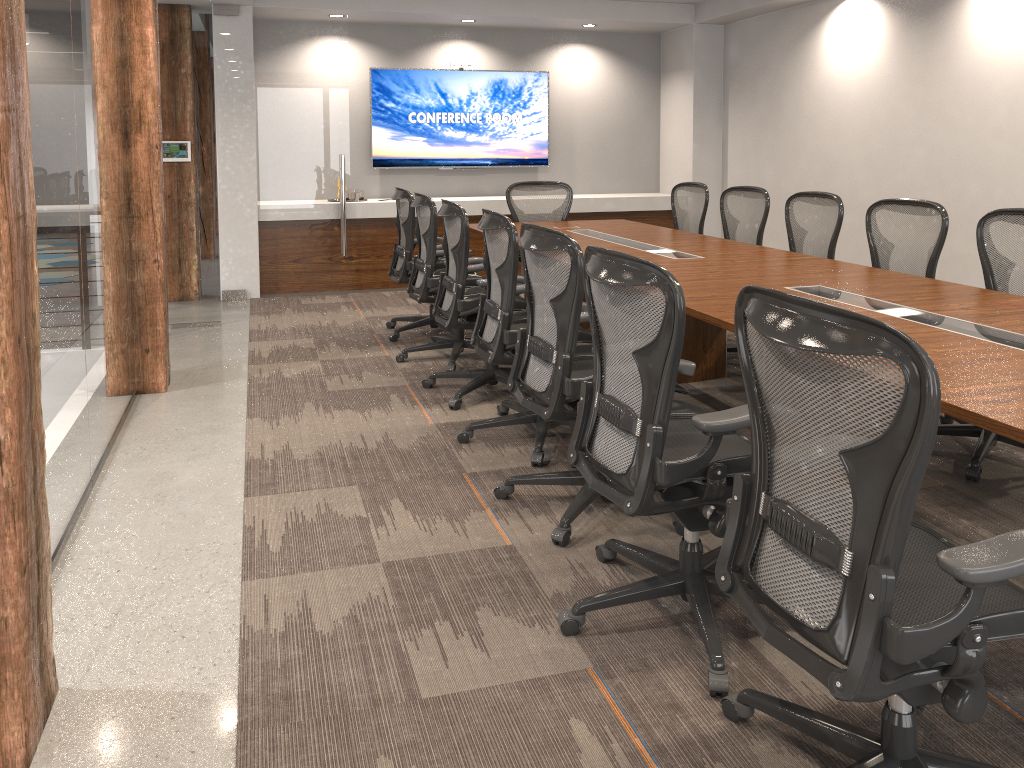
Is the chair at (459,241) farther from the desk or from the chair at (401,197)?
the chair at (401,197)

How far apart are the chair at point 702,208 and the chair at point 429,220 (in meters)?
1.89

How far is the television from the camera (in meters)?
8.53

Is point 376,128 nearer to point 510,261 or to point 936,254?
point 510,261

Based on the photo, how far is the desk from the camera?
2.2m

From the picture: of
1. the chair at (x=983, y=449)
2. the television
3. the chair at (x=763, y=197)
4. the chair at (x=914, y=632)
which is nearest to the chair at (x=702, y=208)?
the chair at (x=763, y=197)

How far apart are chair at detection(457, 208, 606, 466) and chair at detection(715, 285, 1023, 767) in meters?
1.7

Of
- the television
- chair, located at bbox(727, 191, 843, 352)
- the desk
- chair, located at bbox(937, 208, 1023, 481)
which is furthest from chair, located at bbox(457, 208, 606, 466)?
the television

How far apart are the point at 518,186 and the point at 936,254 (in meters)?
3.57

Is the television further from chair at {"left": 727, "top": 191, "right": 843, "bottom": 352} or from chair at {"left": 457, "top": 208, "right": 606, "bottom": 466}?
chair at {"left": 457, "top": 208, "right": 606, "bottom": 466}
